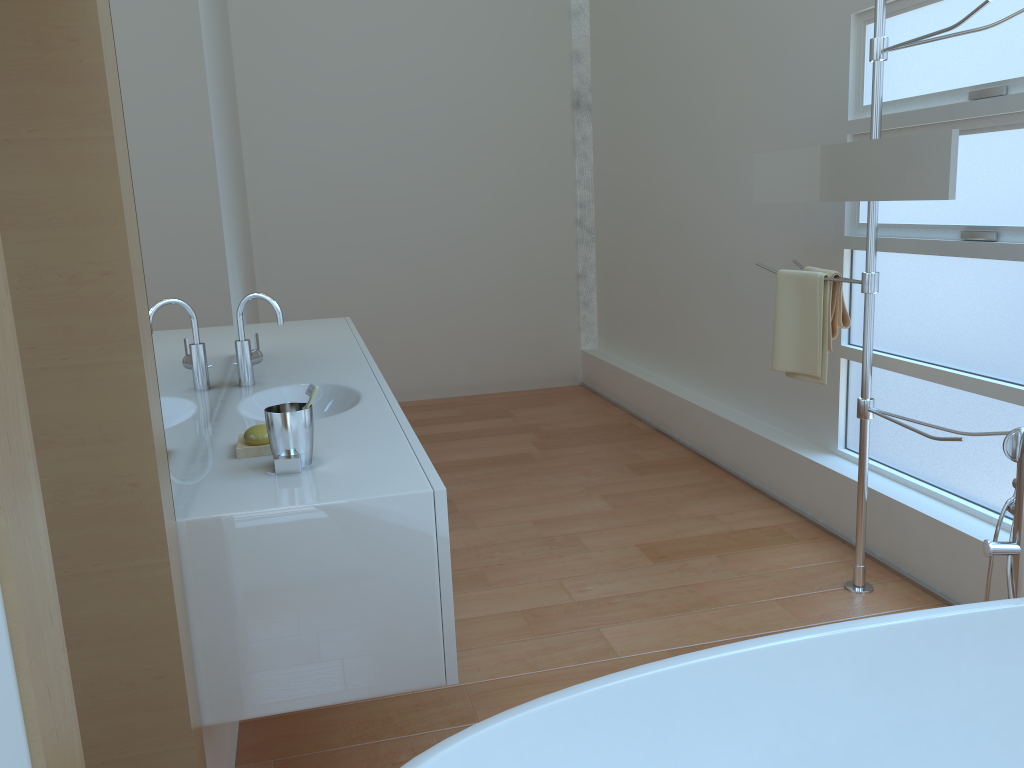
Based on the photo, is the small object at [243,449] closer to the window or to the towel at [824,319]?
the towel at [824,319]

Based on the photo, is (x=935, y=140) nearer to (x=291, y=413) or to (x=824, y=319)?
(x=824, y=319)

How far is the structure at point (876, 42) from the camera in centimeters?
243cm

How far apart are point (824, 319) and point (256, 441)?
1.8m

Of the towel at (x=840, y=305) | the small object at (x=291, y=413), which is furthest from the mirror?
the small object at (x=291, y=413)

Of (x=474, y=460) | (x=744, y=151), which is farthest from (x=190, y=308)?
(x=744, y=151)

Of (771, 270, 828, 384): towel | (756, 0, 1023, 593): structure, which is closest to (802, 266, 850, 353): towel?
(771, 270, 828, 384): towel

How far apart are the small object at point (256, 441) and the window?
2.1m

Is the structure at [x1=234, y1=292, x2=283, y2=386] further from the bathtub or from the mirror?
the mirror

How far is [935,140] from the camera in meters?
2.2
